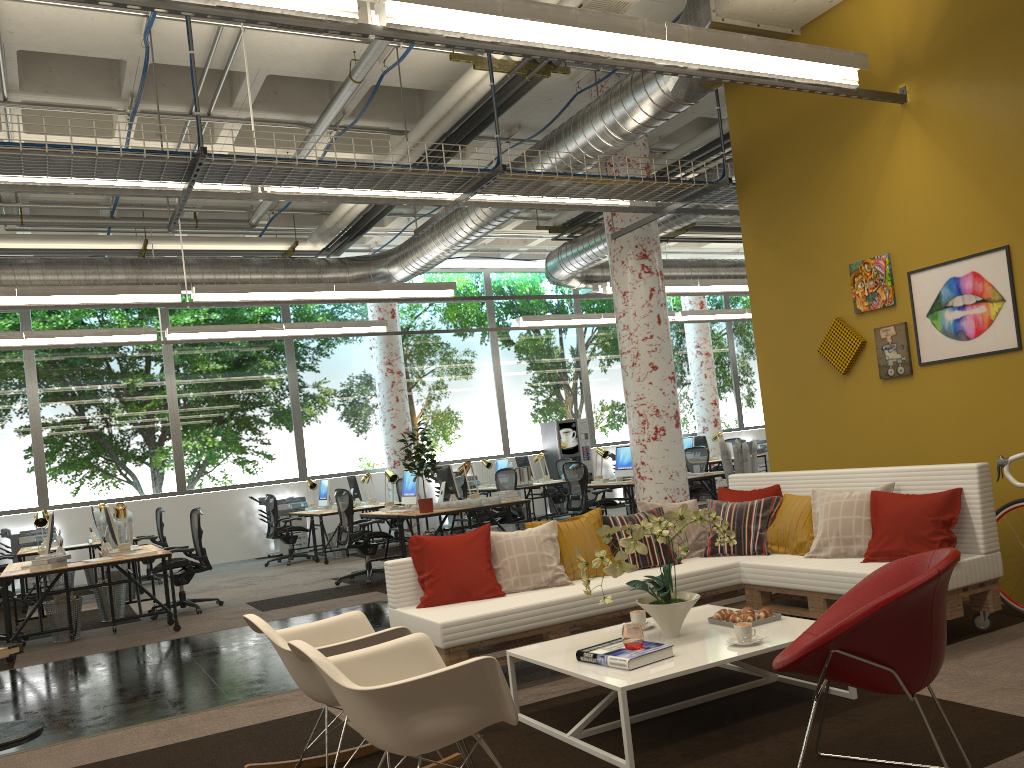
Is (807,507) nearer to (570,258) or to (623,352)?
(623,352)

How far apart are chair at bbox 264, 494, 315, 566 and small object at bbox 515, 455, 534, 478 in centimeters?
424cm

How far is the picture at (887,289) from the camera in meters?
6.1 m

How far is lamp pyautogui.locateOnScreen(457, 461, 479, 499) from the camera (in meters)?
10.41

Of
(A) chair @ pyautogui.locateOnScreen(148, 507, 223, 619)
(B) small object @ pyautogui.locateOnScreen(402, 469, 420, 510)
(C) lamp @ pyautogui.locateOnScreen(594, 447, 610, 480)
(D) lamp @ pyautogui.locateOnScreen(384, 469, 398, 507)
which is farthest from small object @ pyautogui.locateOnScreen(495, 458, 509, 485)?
(A) chair @ pyautogui.locateOnScreen(148, 507, 223, 619)

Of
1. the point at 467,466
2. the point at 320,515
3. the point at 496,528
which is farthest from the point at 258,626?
the point at 320,515

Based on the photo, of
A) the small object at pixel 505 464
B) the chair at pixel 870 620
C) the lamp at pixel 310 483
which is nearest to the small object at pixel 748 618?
the chair at pixel 870 620

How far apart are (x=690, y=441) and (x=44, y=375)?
11.21m

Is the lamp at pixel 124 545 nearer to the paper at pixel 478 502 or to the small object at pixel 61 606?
the small object at pixel 61 606

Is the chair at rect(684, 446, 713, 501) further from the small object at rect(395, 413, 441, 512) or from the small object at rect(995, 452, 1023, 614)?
the small object at rect(995, 452, 1023, 614)
